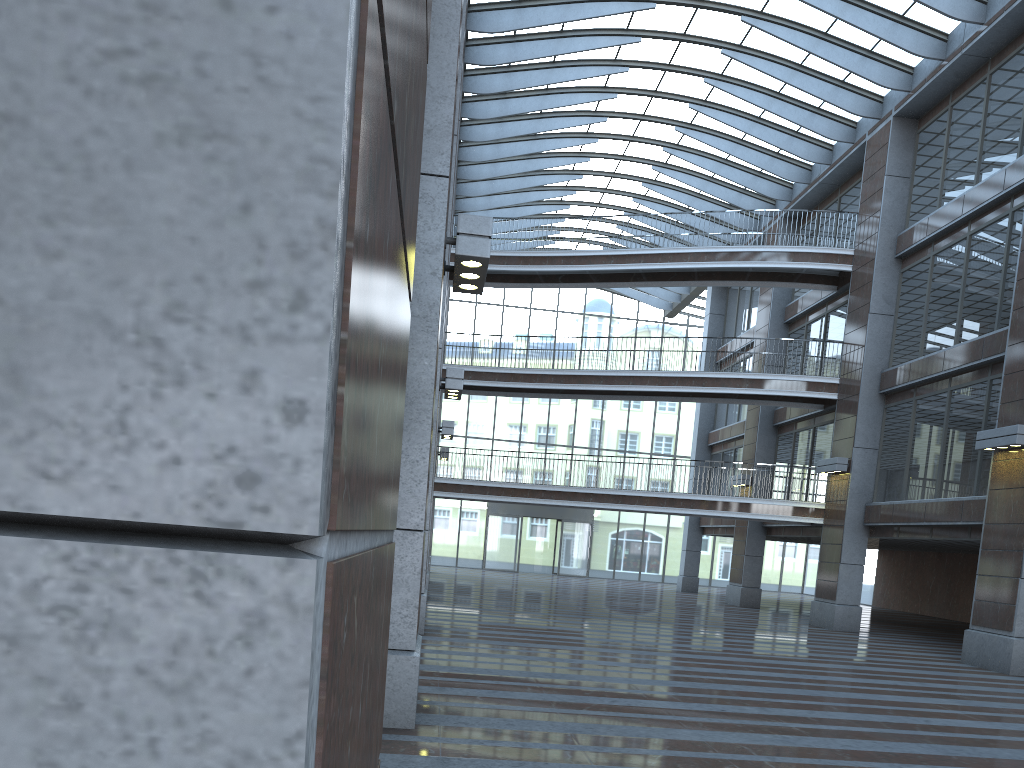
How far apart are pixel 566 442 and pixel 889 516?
25.1m
